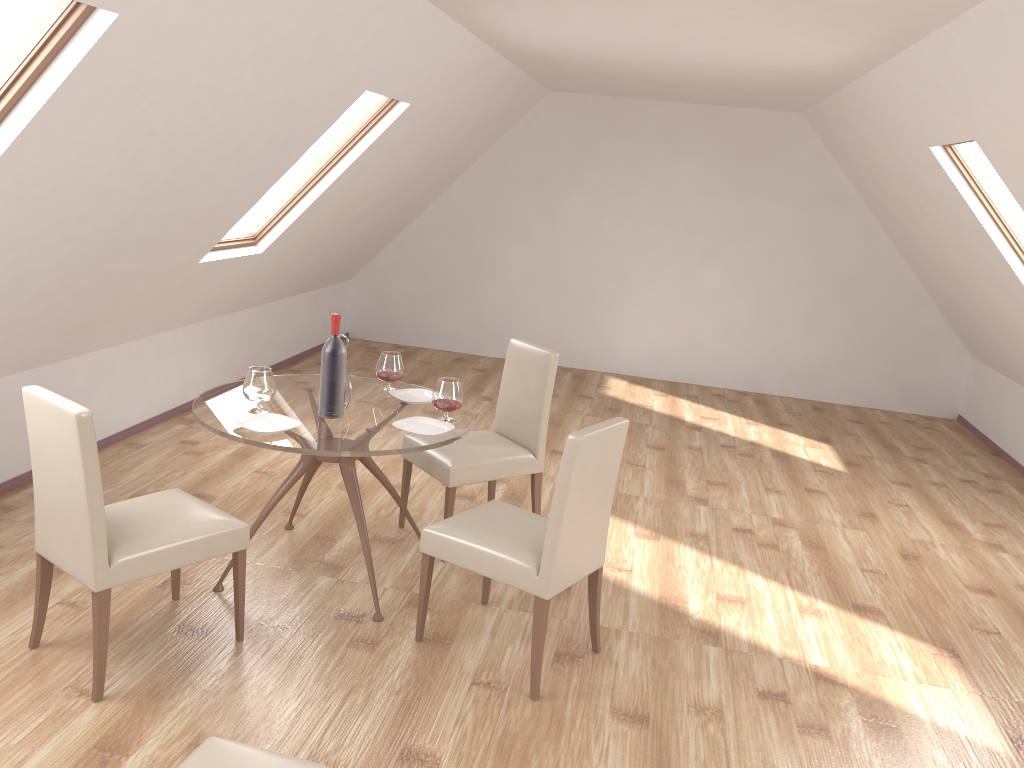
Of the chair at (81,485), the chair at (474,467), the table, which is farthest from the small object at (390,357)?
the chair at (81,485)

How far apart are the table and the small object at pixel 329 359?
0.0m

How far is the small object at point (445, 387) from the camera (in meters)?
3.75

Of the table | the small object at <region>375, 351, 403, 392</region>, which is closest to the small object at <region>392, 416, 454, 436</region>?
the table

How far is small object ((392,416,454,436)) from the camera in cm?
363

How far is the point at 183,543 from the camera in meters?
3.1 m

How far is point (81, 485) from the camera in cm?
281

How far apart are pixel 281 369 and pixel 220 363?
1.0m

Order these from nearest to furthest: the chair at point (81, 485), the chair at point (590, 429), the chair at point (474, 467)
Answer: the chair at point (81, 485) → the chair at point (590, 429) → the chair at point (474, 467)

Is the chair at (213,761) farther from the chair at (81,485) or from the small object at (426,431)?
the small object at (426,431)
